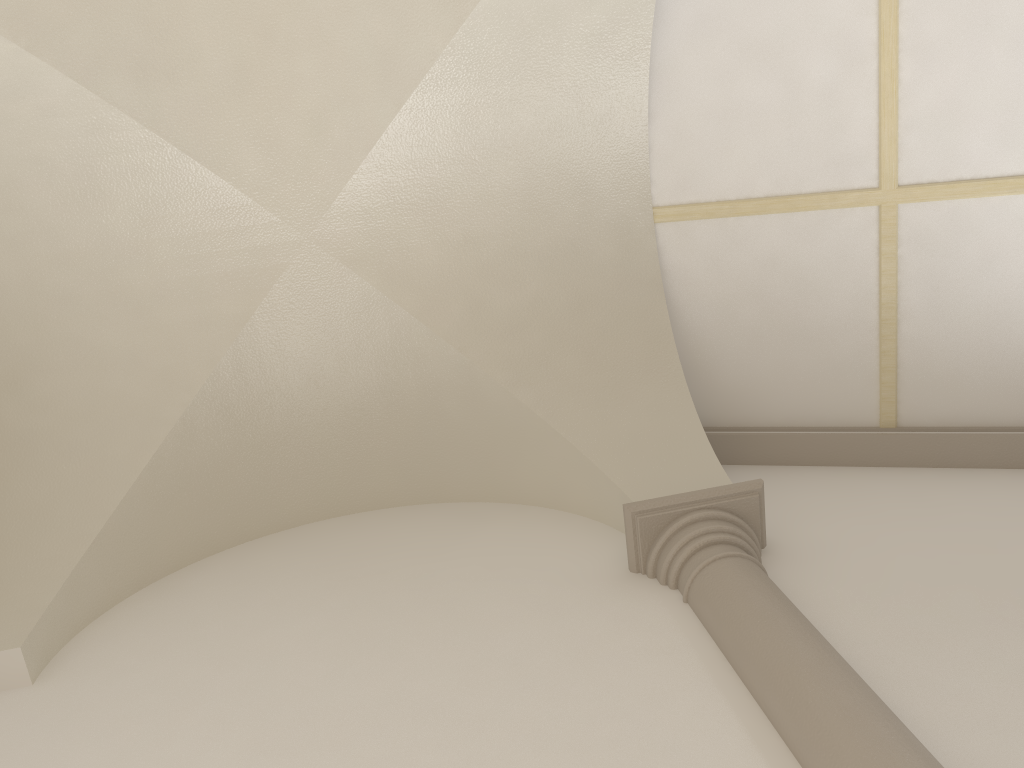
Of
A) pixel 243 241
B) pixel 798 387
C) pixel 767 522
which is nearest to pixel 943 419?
pixel 798 387
